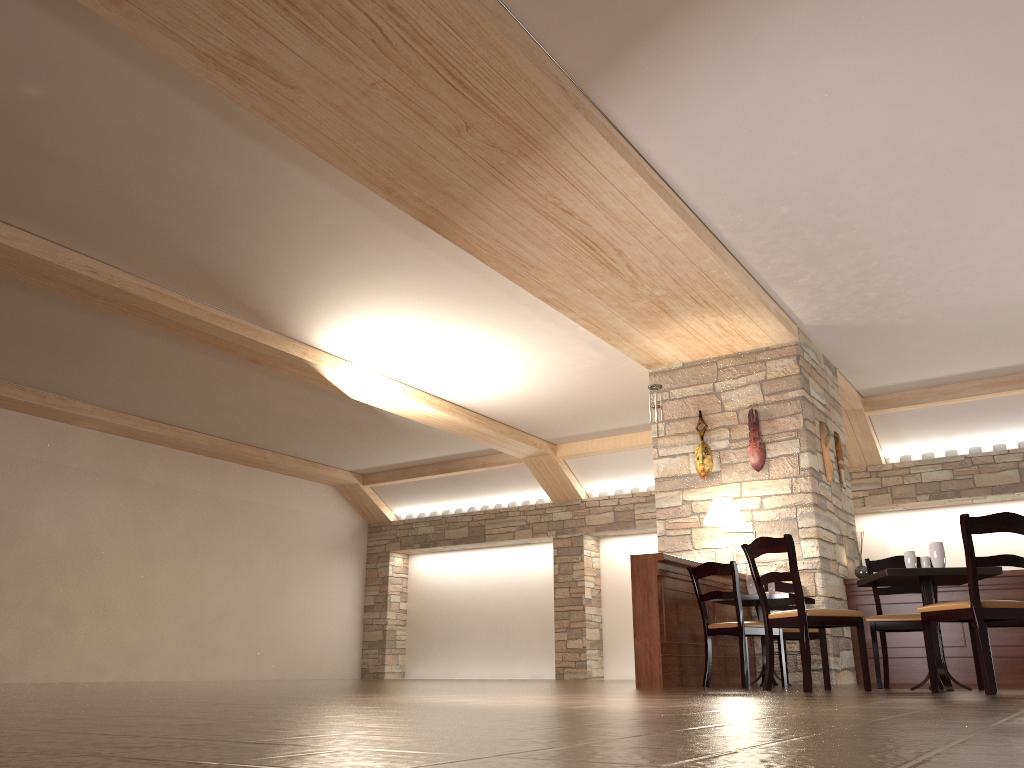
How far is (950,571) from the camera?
4.87m

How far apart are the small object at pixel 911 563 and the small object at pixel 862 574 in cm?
311

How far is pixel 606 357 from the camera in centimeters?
919cm

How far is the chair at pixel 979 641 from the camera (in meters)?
4.25

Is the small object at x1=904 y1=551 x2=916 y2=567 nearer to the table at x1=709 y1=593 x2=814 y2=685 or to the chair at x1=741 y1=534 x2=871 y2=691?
the chair at x1=741 y1=534 x2=871 y2=691

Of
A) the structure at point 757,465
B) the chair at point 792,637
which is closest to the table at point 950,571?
the chair at point 792,637

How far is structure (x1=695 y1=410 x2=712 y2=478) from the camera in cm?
840

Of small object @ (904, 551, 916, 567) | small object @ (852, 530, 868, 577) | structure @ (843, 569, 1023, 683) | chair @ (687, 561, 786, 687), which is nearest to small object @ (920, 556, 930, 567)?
small object @ (904, 551, 916, 567)

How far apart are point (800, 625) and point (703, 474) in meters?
3.5 m

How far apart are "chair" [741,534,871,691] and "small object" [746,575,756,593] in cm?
152
